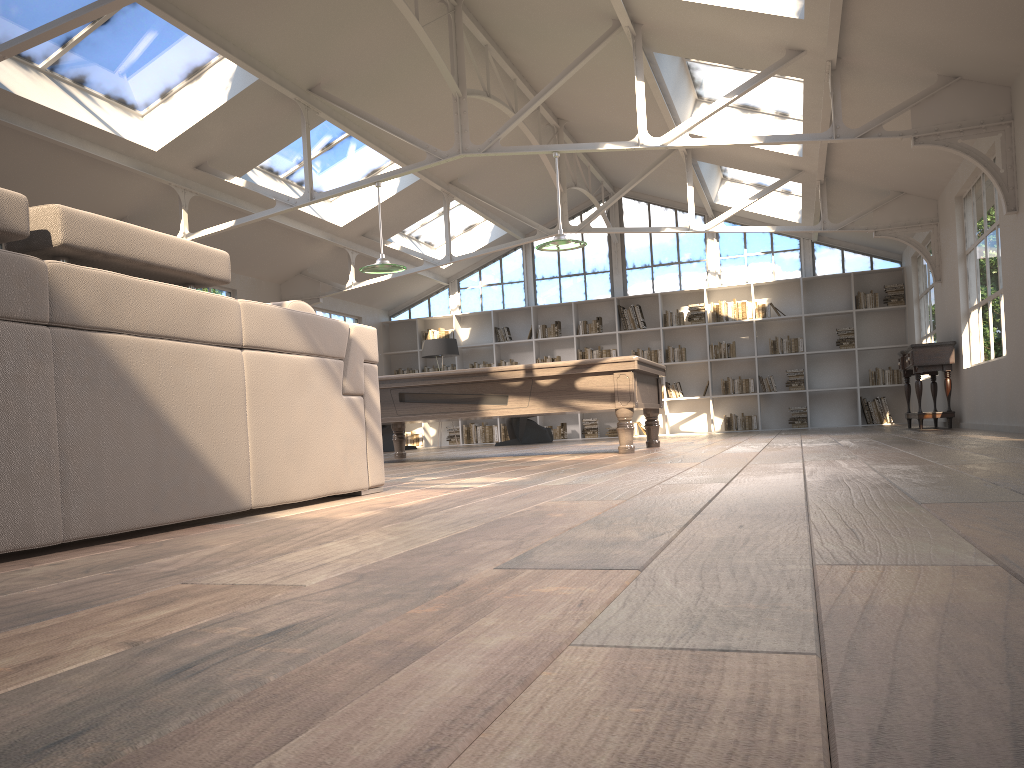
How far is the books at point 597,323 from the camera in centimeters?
1498cm

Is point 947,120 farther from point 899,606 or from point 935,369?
point 899,606

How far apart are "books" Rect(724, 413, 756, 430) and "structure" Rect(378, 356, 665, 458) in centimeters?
642cm

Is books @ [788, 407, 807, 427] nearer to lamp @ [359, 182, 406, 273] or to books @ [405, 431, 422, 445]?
books @ [405, 431, 422, 445]

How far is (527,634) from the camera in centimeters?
102cm

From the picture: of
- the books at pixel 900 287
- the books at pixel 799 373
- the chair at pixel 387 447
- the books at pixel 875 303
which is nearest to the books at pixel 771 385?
the books at pixel 799 373

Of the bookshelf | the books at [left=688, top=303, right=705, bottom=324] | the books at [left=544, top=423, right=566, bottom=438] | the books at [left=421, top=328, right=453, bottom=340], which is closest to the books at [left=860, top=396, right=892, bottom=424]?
the bookshelf

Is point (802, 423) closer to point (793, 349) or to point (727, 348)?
point (793, 349)

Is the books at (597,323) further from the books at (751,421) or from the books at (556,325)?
the books at (751,421)

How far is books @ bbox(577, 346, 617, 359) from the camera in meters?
14.9 m
